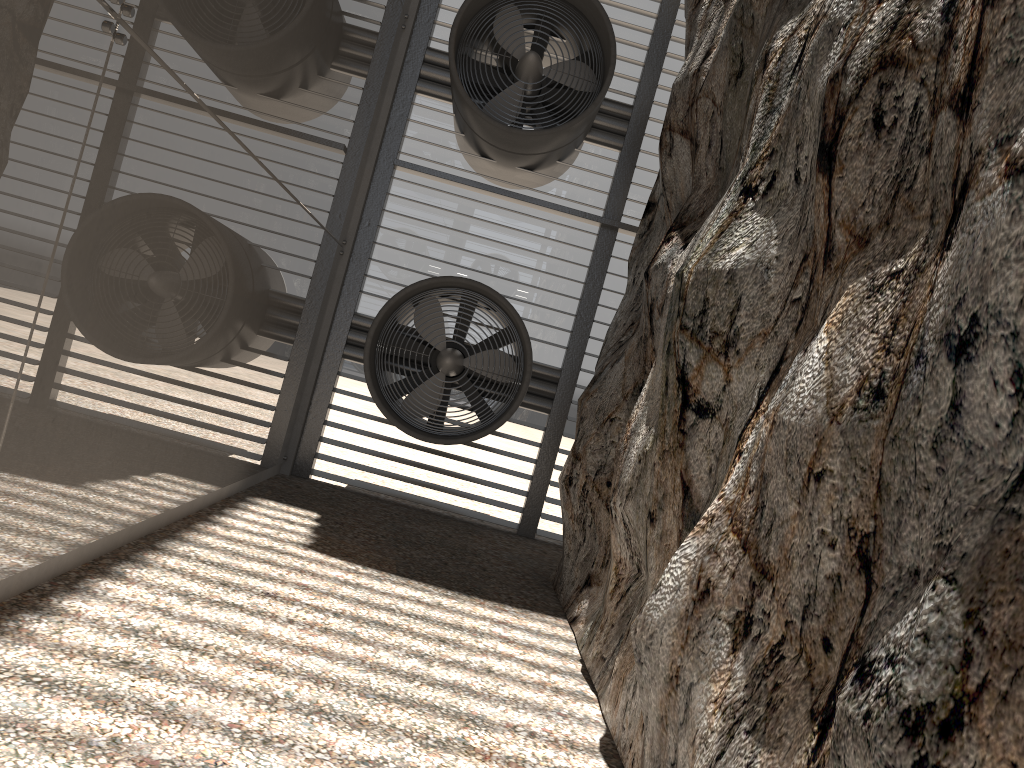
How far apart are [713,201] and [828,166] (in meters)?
2.62
